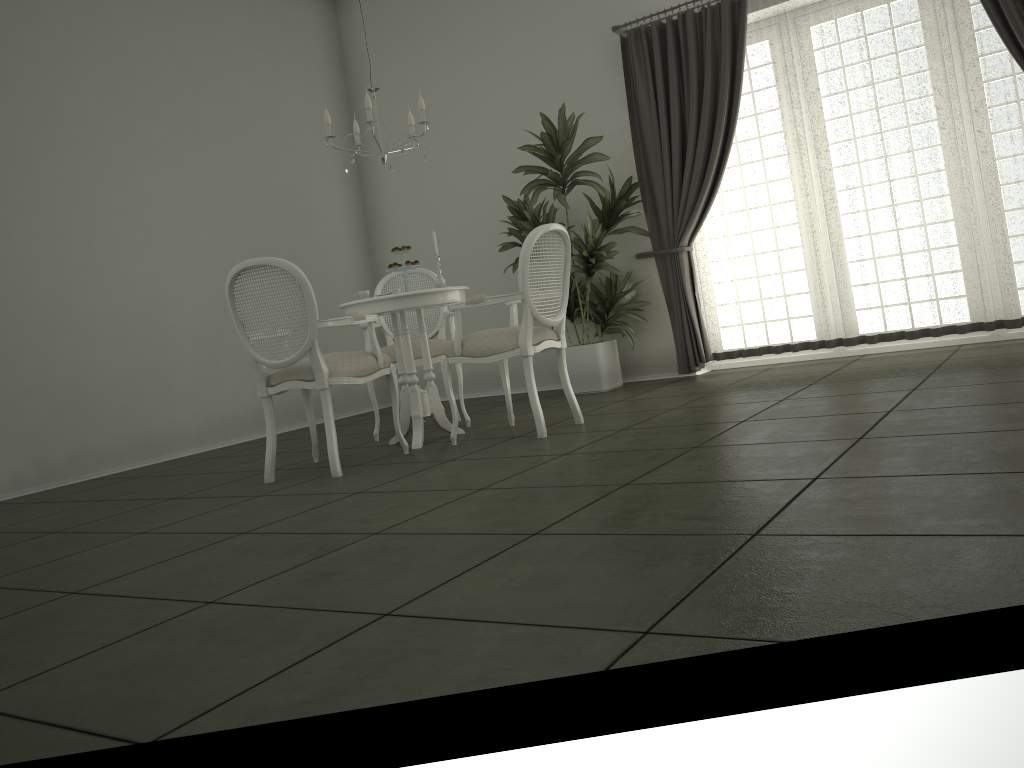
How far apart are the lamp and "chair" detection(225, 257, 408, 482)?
1.02m

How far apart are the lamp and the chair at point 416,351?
1.0 meters

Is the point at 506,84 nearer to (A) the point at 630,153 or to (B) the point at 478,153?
(B) the point at 478,153

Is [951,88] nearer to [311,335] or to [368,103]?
[368,103]

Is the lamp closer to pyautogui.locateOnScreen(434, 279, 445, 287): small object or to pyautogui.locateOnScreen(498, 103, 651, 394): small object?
pyautogui.locateOnScreen(434, 279, 445, 287): small object

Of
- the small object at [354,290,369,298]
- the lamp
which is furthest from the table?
the lamp

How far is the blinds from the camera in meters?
5.4 m

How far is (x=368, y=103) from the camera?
4.6m

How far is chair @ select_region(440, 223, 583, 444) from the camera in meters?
4.4

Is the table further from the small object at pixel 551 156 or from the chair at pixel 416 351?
the small object at pixel 551 156
